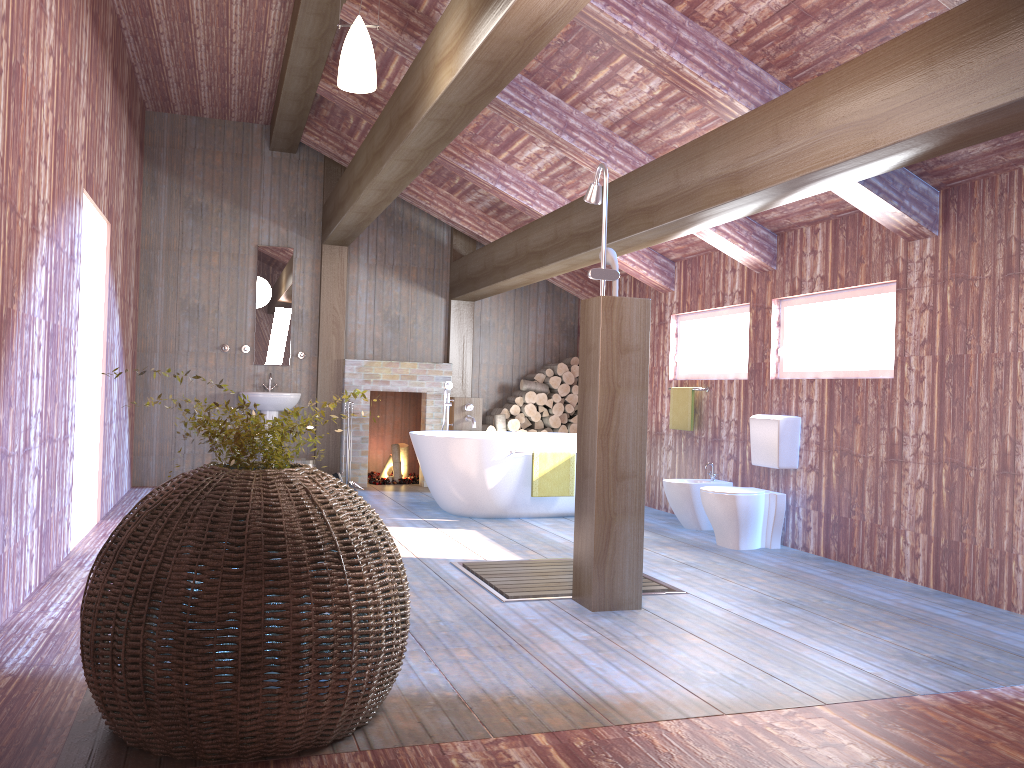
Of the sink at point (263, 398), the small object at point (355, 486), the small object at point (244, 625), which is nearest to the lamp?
the small object at point (244, 625)

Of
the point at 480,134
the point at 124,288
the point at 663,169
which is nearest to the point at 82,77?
the point at 124,288

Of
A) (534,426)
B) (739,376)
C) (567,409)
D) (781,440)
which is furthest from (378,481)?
(781,440)

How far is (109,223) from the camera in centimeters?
641cm

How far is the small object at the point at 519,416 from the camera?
9.4m

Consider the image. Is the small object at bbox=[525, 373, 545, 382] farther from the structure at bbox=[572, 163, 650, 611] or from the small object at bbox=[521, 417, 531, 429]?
the structure at bbox=[572, 163, 650, 611]

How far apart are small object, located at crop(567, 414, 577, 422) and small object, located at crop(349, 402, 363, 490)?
2.36m

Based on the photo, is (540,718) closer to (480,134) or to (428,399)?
(480,134)

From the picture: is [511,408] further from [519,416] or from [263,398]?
[263,398]

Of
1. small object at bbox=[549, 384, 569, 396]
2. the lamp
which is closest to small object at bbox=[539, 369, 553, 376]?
small object at bbox=[549, 384, 569, 396]
